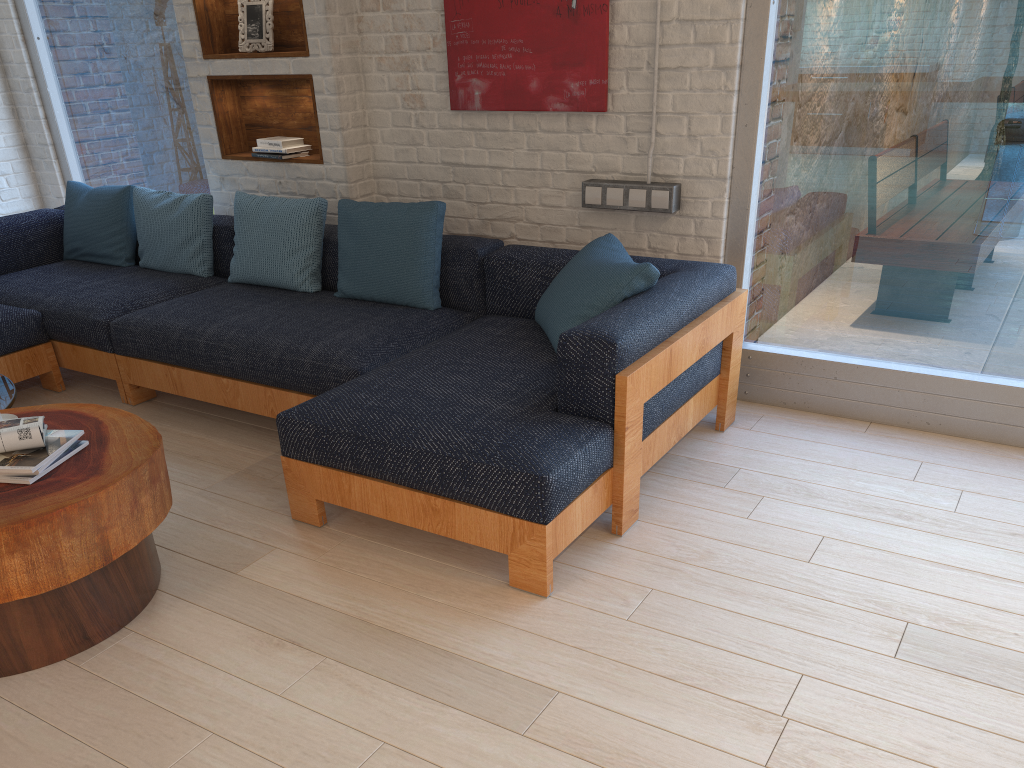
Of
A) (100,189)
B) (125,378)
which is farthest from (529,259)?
(100,189)

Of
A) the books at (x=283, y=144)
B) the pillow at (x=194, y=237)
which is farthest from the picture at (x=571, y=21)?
the pillow at (x=194, y=237)

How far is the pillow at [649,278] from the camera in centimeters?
299cm

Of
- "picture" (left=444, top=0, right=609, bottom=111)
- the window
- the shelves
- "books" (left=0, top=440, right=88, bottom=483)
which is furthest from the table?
the window

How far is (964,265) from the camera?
3.23m

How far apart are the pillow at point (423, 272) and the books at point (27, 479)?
1.57m

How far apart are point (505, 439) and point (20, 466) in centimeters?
126cm

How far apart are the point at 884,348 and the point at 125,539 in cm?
282

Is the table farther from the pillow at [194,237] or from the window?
the window

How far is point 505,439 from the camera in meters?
2.5 m
